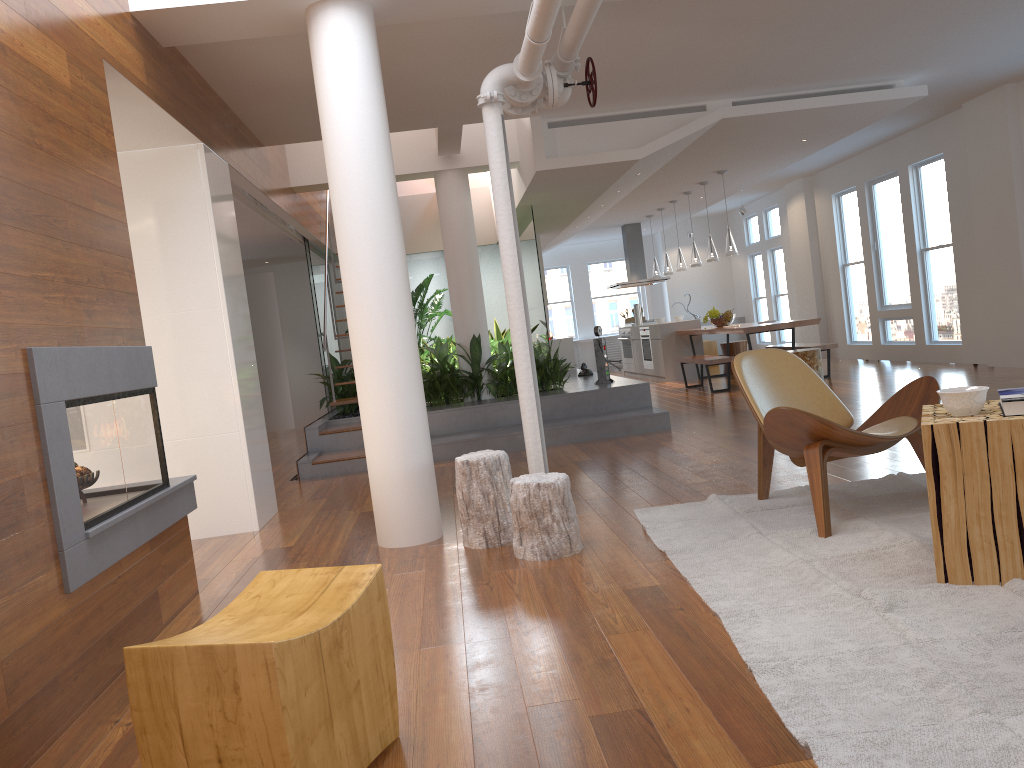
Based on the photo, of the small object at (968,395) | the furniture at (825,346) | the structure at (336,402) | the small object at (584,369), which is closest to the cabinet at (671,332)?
the furniture at (825,346)

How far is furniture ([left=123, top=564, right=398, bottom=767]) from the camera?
1.72m

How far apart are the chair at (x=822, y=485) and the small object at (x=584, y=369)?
6.0m

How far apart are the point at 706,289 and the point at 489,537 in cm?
1377

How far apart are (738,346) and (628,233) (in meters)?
3.27

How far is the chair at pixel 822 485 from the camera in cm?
354

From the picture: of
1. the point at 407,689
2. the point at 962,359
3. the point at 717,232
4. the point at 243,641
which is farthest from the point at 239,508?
the point at 717,232

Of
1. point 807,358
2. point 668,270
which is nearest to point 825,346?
point 807,358

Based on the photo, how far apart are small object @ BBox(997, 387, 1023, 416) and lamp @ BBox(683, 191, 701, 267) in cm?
900

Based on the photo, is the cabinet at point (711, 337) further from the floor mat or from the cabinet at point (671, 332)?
the floor mat
